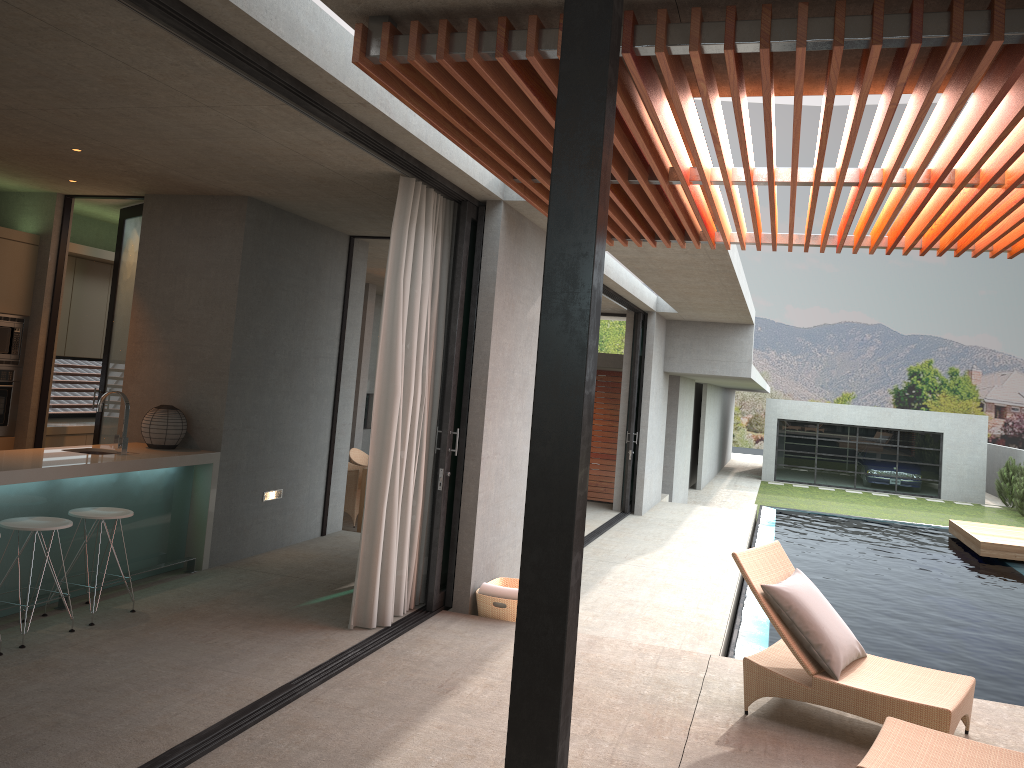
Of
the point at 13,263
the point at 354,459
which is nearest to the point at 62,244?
the point at 13,263

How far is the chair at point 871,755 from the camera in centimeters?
365cm

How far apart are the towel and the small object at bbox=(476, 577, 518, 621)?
0.04m

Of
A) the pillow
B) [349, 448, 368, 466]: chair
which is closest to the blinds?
the pillow

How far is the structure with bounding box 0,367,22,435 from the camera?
7.5m

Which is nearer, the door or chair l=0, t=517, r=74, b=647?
chair l=0, t=517, r=74, b=647

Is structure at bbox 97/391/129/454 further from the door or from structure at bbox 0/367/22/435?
structure at bbox 0/367/22/435

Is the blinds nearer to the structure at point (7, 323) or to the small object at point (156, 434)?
the small object at point (156, 434)

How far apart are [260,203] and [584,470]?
5.8 meters

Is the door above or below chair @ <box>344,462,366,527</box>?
above
